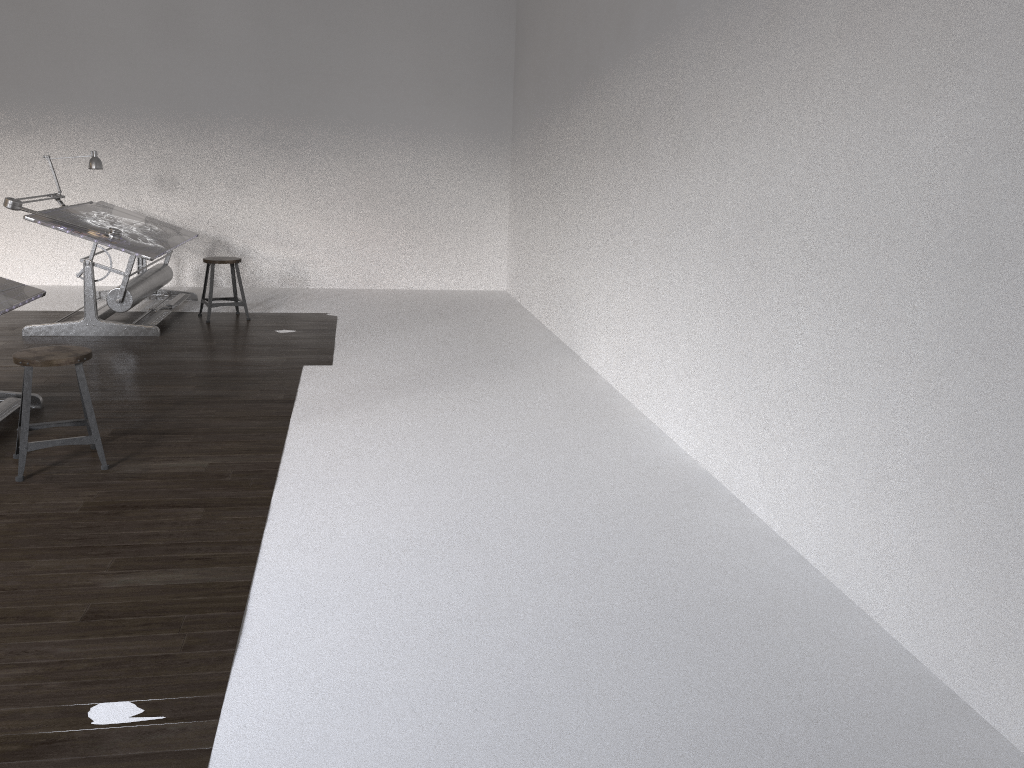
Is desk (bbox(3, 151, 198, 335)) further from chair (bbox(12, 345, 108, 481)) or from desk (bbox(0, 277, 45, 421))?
chair (bbox(12, 345, 108, 481))

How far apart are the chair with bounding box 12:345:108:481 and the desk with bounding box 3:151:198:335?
2.6m

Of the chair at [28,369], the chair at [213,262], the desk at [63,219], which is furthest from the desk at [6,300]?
the chair at [213,262]

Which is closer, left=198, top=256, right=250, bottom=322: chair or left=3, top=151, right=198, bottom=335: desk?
left=3, top=151, right=198, bottom=335: desk

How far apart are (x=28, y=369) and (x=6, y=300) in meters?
0.9 m

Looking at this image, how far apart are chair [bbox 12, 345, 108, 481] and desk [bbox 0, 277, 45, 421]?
0.50m

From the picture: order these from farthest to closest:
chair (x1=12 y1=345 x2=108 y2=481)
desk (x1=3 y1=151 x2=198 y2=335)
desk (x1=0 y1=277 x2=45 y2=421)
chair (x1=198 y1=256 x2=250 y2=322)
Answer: chair (x1=198 y1=256 x2=250 y2=322) → desk (x1=3 y1=151 x2=198 y2=335) → desk (x1=0 y1=277 x2=45 y2=421) → chair (x1=12 y1=345 x2=108 y2=481)

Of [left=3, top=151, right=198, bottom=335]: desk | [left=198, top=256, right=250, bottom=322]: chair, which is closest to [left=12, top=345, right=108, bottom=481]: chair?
[left=3, top=151, right=198, bottom=335]: desk

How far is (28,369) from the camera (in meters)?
3.81

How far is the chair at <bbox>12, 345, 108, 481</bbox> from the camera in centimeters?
381cm
